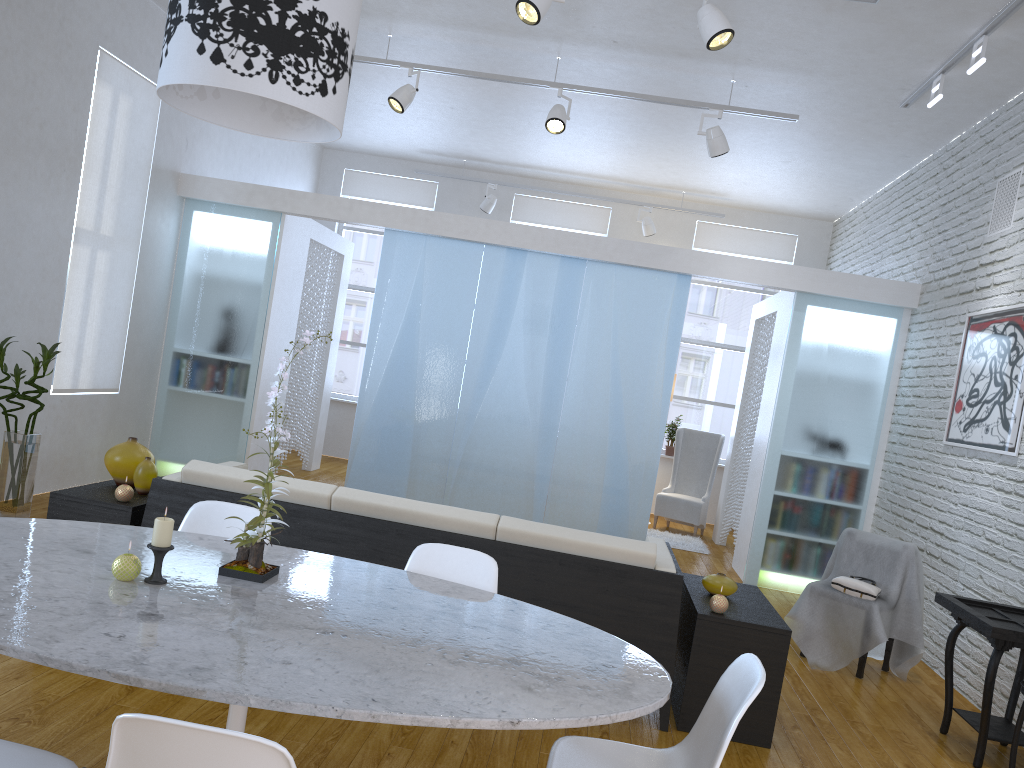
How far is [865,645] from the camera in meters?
4.3

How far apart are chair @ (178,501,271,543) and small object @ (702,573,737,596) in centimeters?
188cm

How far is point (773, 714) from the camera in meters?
3.3

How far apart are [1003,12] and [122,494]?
4.4 meters

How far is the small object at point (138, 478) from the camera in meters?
3.7

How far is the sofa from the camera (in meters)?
3.30

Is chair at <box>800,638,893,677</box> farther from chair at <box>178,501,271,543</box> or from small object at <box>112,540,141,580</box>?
small object at <box>112,540,141,580</box>

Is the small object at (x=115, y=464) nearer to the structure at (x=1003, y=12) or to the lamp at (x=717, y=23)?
the lamp at (x=717, y=23)

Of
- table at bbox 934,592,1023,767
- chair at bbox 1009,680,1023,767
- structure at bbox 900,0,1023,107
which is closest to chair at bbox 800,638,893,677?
table at bbox 934,592,1023,767

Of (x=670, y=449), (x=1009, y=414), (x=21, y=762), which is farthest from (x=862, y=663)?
(x=670, y=449)
